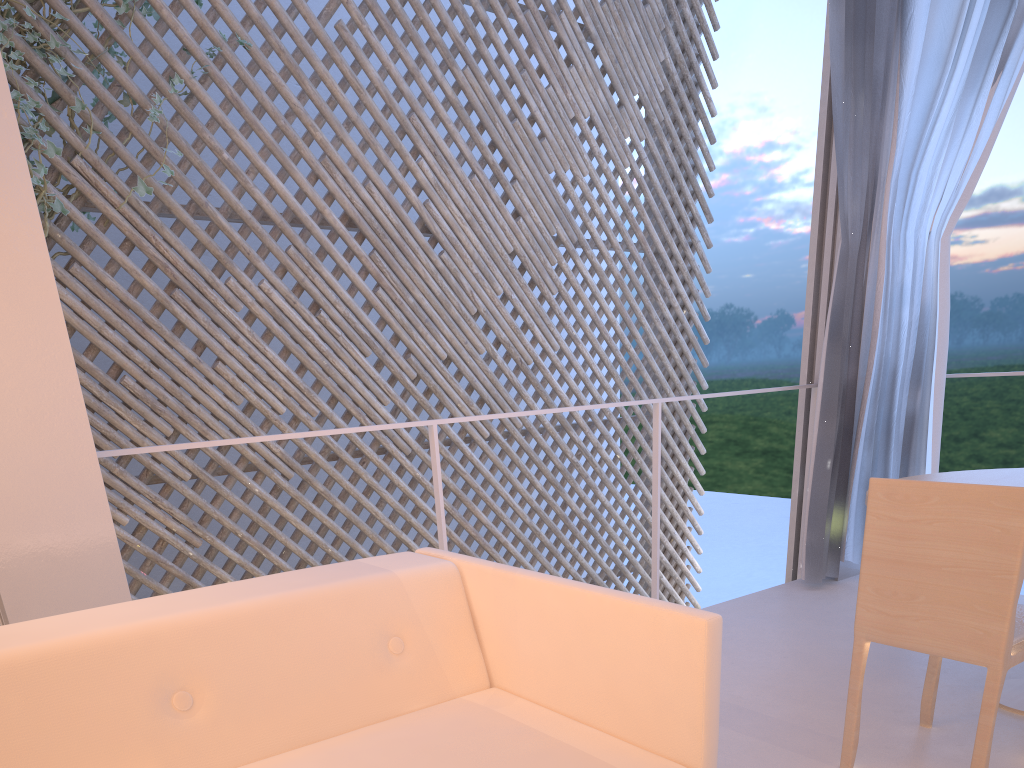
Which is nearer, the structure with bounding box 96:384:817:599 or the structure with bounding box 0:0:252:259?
the structure with bounding box 96:384:817:599

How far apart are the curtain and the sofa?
1.4m

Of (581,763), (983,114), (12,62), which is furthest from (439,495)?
(12,62)

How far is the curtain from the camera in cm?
188

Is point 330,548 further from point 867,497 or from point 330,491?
point 867,497

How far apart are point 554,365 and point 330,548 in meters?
1.4

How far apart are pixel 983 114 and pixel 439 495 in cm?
148

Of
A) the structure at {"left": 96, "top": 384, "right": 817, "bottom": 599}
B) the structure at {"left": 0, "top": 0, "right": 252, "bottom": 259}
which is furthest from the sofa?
the structure at {"left": 0, "top": 0, "right": 252, "bottom": 259}

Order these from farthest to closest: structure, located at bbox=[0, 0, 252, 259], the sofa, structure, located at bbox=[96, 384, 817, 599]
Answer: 1. structure, located at bbox=[0, 0, 252, 259]
2. structure, located at bbox=[96, 384, 817, 599]
3. the sofa

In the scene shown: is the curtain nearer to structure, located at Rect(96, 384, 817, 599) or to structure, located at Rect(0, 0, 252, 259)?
structure, located at Rect(96, 384, 817, 599)
